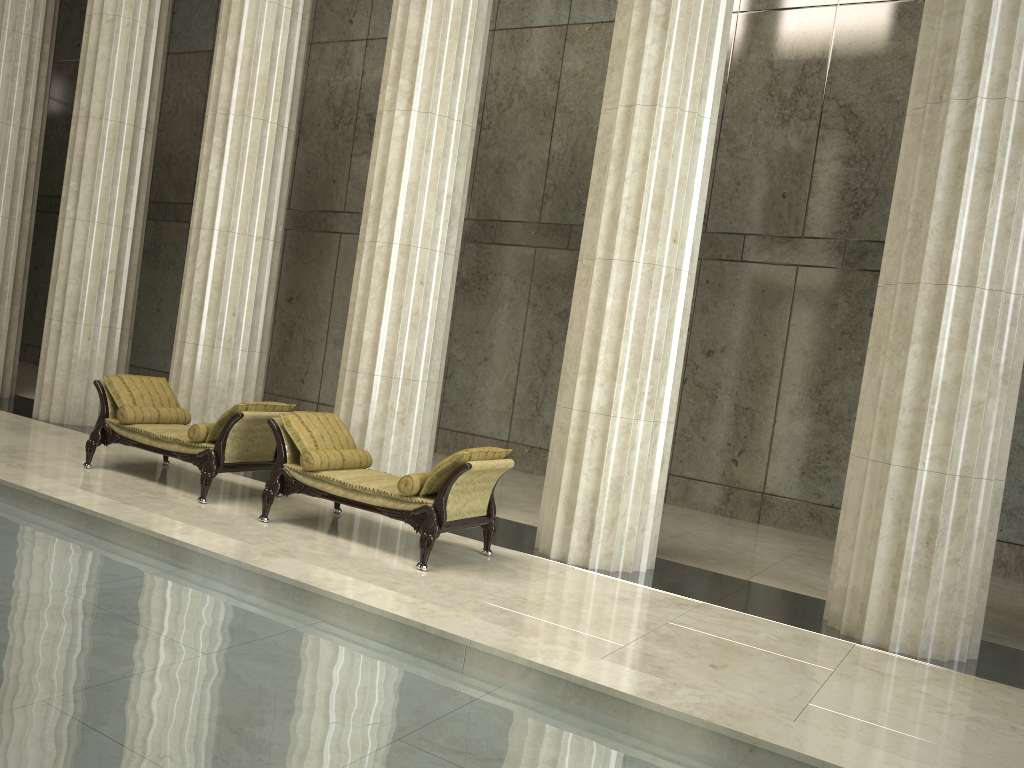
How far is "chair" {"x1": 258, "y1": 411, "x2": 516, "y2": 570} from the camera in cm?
681

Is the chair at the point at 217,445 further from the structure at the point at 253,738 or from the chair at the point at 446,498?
the structure at the point at 253,738

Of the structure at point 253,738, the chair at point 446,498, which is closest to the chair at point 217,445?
the chair at point 446,498

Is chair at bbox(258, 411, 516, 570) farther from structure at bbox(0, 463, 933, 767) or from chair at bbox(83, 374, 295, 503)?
structure at bbox(0, 463, 933, 767)

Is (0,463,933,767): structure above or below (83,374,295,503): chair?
below

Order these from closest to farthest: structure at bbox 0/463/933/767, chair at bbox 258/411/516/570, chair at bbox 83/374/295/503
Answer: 1. structure at bbox 0/463/933/767
2. chair at bbox 258/411/516/570
3. chair at bbox 83/374/295/503

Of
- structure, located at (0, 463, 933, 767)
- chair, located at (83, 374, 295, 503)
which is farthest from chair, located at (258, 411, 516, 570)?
structure, located at (0, 463, 933, 767)

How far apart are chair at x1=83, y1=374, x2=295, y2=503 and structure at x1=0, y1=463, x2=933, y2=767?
1.6 meters

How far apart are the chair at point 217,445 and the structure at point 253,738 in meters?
1.6 m

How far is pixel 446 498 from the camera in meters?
6.8 m
